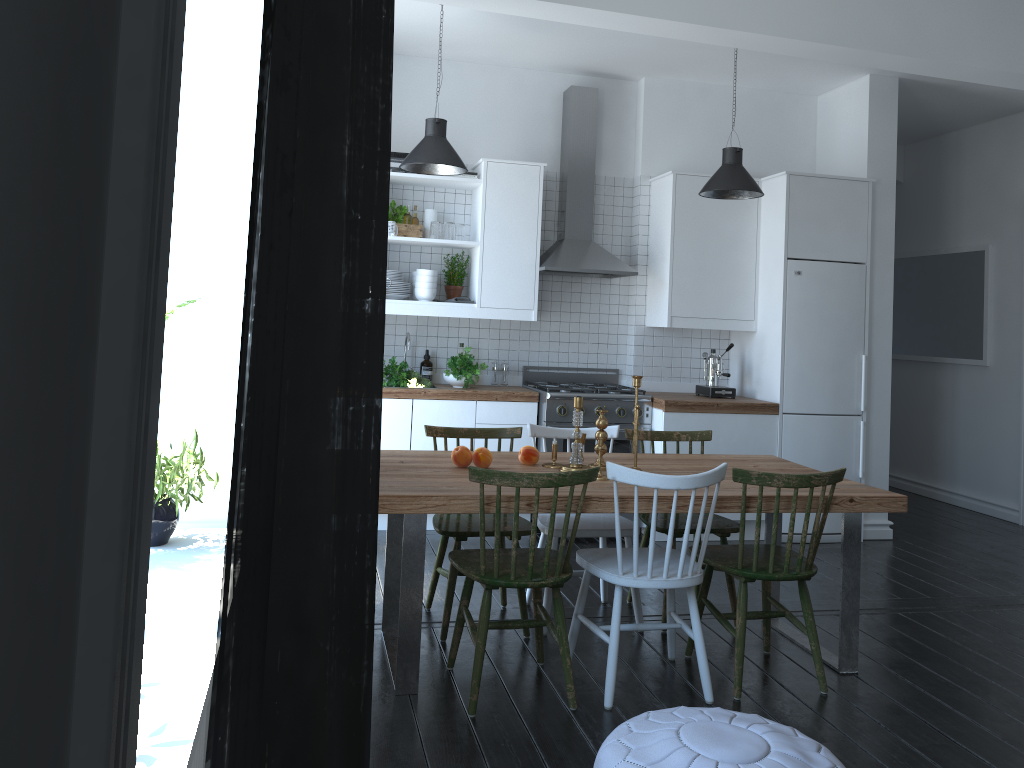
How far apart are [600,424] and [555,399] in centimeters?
177cm

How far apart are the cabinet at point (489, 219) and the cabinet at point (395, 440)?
0.14m

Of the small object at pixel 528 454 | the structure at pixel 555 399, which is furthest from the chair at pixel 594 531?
the structure at pixel 555 399

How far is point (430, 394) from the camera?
5.5m

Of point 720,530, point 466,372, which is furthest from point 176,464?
point 466,372

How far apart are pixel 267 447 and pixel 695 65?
6.0 meters

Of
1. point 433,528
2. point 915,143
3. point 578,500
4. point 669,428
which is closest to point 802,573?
point 578,500

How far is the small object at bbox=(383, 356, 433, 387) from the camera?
5.5m

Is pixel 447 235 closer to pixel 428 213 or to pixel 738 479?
pixel 428 213

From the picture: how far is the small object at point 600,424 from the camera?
3.76m
